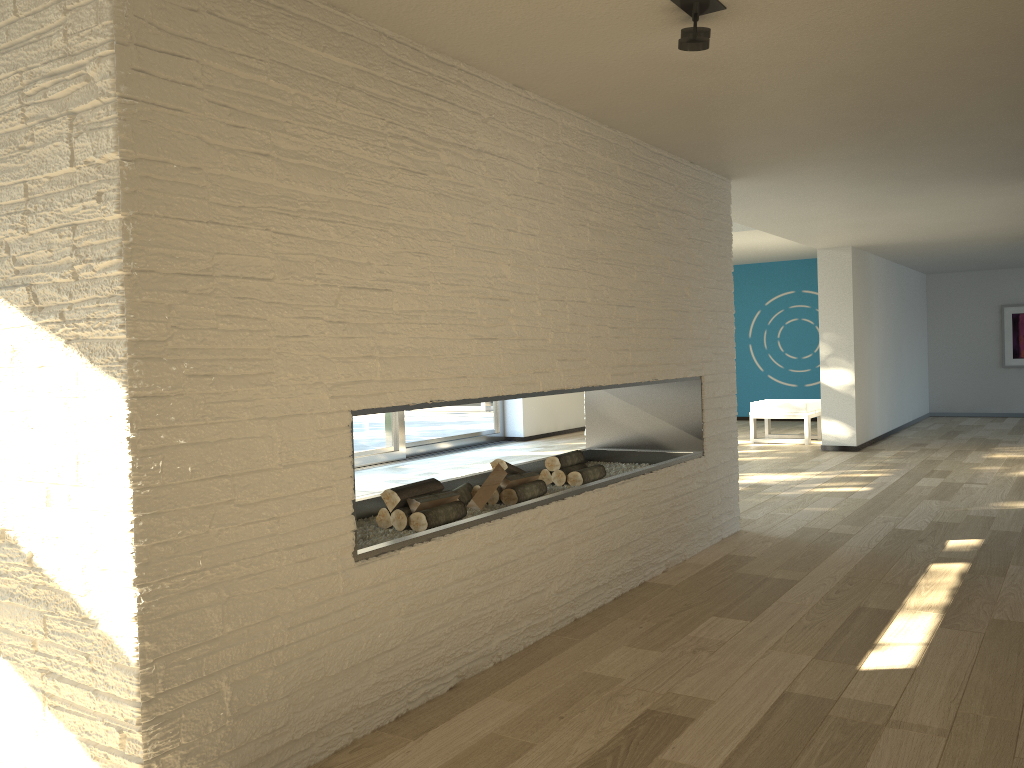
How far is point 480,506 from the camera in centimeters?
343cm

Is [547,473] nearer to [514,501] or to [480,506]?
[514,501]

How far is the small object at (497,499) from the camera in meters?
3.5

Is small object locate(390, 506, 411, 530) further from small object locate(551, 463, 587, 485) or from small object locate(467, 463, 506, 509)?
small object locate(551, 463, 587, 485)

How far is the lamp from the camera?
2.3m

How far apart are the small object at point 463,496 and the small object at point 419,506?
0.2m

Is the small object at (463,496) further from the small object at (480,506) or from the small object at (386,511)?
the small object at (386,511)

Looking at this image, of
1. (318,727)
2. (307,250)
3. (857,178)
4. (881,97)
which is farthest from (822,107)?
(318,727)

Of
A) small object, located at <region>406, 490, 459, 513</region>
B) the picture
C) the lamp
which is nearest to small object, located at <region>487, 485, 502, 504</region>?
small object, located at <region>406, 490, 459, 513</region>

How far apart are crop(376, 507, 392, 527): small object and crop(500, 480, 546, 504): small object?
0.6m
